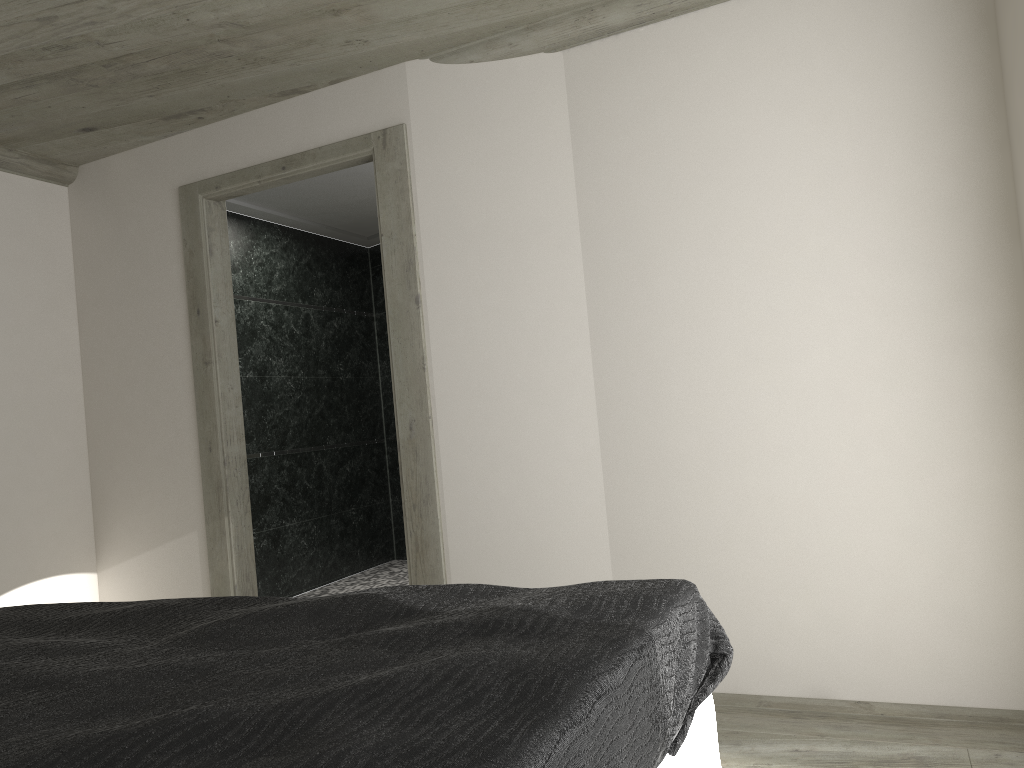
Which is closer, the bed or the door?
the bed

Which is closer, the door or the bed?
the bed

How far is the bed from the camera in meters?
1.1 m

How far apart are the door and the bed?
1.72m

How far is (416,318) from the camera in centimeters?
399cm

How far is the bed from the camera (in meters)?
1.12

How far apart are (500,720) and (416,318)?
2.99m

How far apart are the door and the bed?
1.72m

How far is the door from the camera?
4.0 meters
